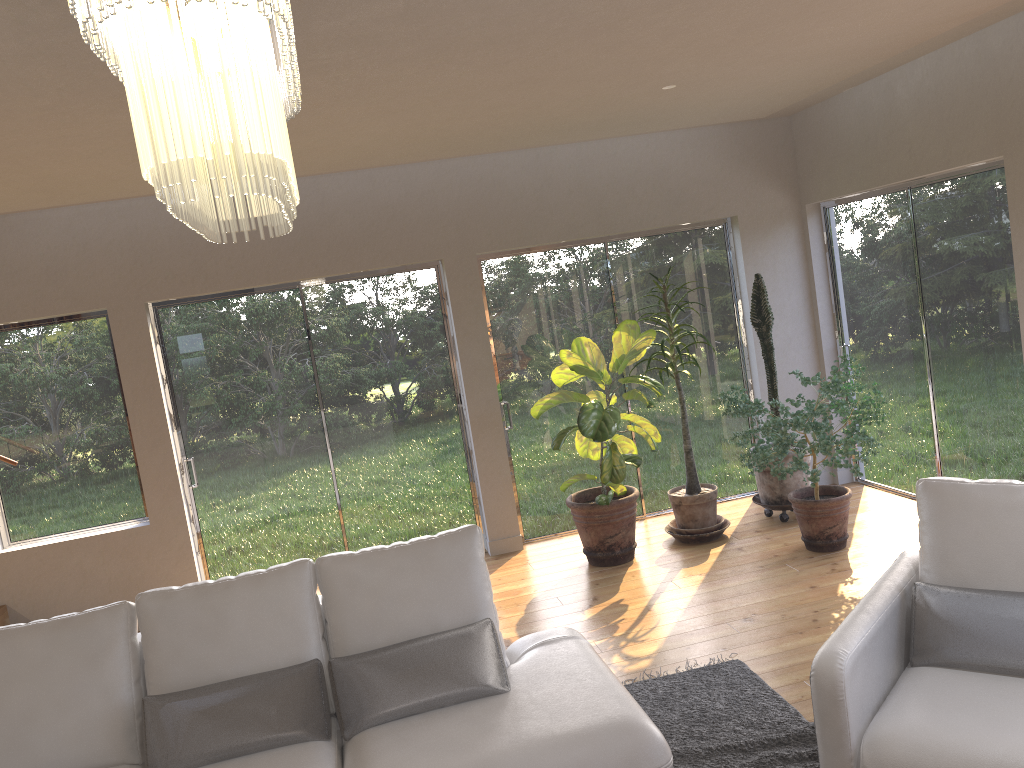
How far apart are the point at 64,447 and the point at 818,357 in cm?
541

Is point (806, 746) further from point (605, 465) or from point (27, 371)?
point (27, 371)

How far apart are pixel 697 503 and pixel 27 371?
4.5m

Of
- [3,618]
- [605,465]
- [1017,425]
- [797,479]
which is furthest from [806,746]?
[3,618]

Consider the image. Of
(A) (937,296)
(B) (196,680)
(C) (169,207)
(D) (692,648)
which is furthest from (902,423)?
(C) (169,207)

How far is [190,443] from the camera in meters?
6.0

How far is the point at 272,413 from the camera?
6.1 meters

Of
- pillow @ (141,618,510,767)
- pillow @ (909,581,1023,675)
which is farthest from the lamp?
pillow @ (909,581,1023,675)

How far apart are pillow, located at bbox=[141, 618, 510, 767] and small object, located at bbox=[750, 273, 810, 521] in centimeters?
335cm

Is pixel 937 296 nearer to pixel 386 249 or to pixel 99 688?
pixel 386 249
